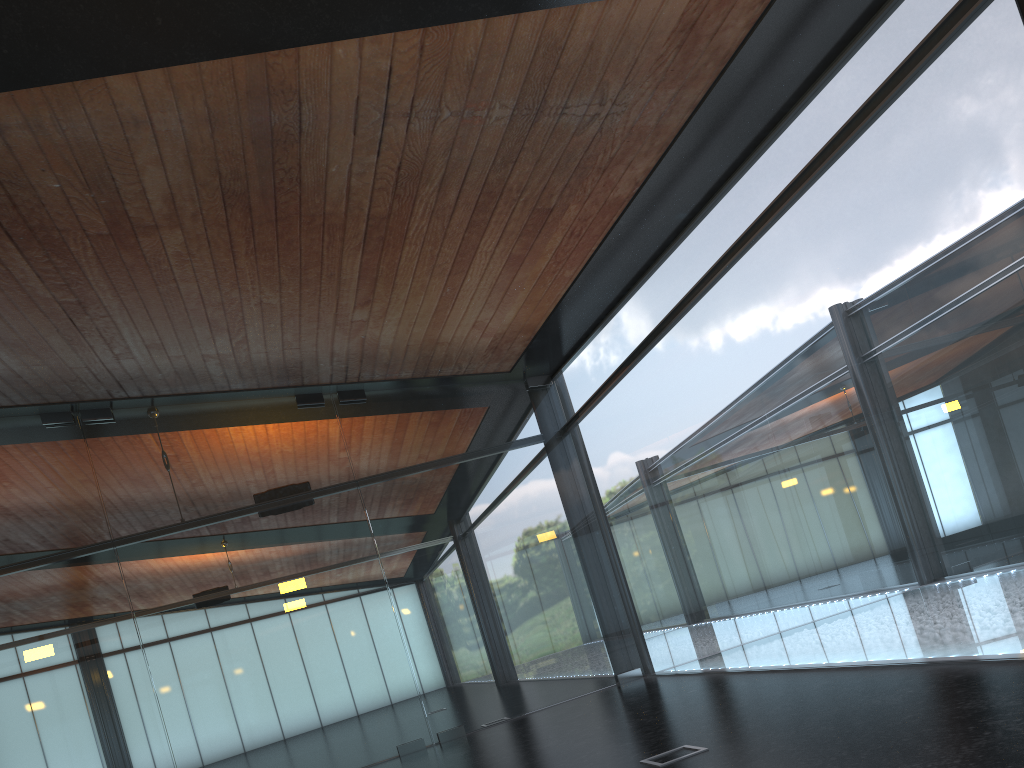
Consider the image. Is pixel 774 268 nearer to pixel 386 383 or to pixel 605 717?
pixel 605 717
